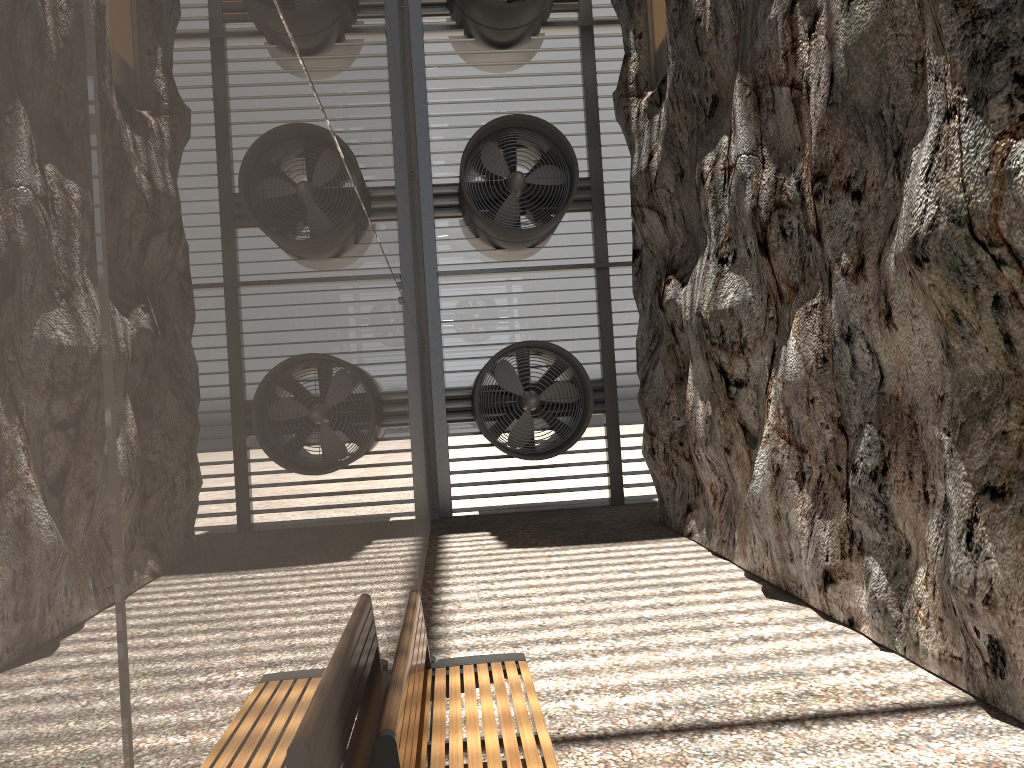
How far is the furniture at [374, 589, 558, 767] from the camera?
2.5 meters

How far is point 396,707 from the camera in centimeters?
247cm

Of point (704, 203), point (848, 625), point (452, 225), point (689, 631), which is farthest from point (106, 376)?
point (452, 225)

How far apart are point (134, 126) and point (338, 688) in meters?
1.7

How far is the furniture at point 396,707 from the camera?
2.5 meters
